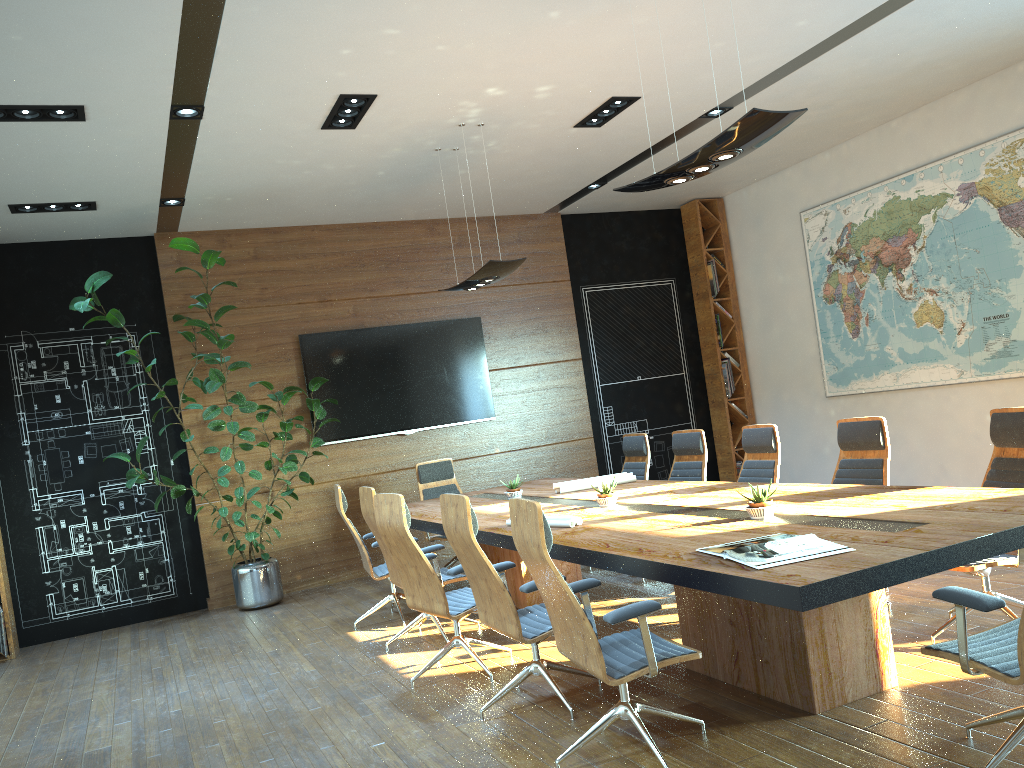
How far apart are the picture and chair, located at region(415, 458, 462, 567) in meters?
4.3

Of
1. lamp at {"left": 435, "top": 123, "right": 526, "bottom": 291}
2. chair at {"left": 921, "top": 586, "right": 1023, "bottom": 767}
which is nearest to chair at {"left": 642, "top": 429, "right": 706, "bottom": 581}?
lamp at {"left": 435, "top": 123, "right": 526, "bottom": 291}

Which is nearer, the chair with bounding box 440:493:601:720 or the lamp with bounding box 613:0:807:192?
the lamp with bounding box 613:0:807:192

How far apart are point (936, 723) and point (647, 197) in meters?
7.8

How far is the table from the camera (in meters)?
3.03

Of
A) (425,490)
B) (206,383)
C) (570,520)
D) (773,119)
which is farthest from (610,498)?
(206,383)

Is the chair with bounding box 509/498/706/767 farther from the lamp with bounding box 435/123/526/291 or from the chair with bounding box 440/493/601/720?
the lamp with bounding box 435/123/526/291

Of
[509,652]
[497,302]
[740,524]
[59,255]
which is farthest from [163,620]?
[740,524]

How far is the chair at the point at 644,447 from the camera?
7.9m

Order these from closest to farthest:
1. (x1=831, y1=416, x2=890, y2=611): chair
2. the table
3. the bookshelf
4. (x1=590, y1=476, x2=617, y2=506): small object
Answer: the table
(x1=831, y1=416, x2=890, y2=611): chair
(x1=590, y1=476, x2=617, y2=506): small object
the bookshelf
